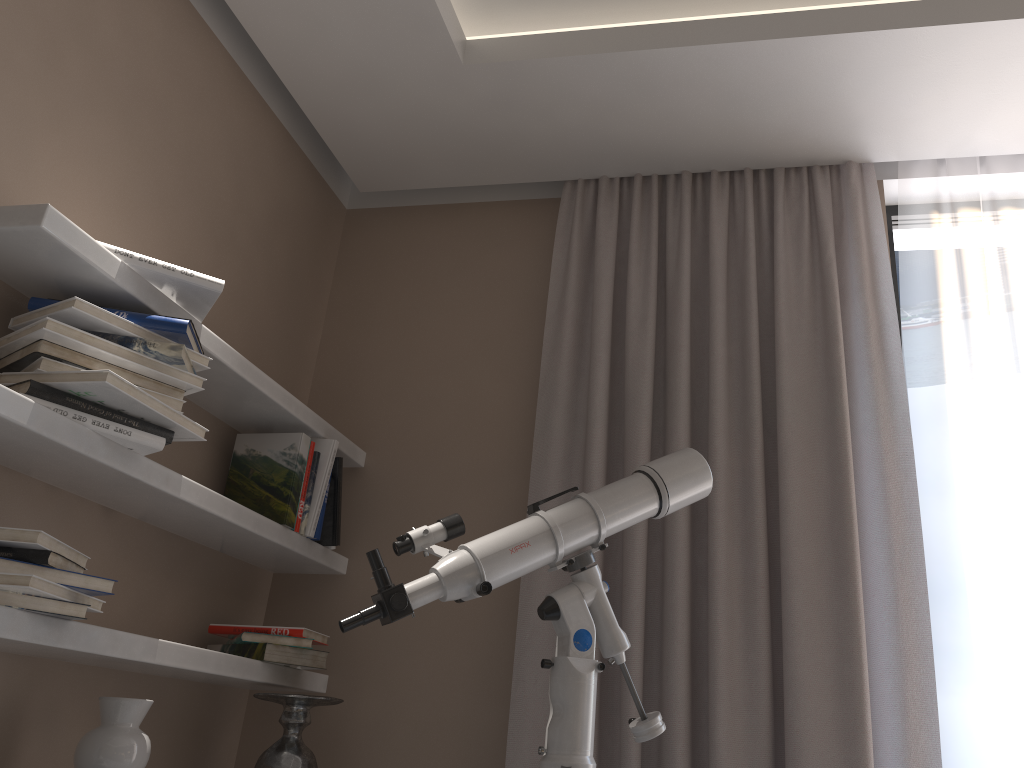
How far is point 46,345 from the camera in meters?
1.7

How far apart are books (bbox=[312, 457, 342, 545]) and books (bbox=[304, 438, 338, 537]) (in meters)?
0.05

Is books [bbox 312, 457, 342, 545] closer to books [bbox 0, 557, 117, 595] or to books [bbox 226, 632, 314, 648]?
books [bbox 226, 632, 314, 648]

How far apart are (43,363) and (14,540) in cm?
34

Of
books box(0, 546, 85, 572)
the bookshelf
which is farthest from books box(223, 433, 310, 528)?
books box(0, 546, 85, 572)

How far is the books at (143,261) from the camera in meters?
1.8

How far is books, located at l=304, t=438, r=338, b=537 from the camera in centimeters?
243cm

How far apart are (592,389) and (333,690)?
1.13m

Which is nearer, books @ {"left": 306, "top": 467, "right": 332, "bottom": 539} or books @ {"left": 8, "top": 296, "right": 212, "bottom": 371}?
books @ {"left": 8, "top": 296, "right": 212, "bottom": 371}

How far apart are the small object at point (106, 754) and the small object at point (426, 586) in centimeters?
56cm
